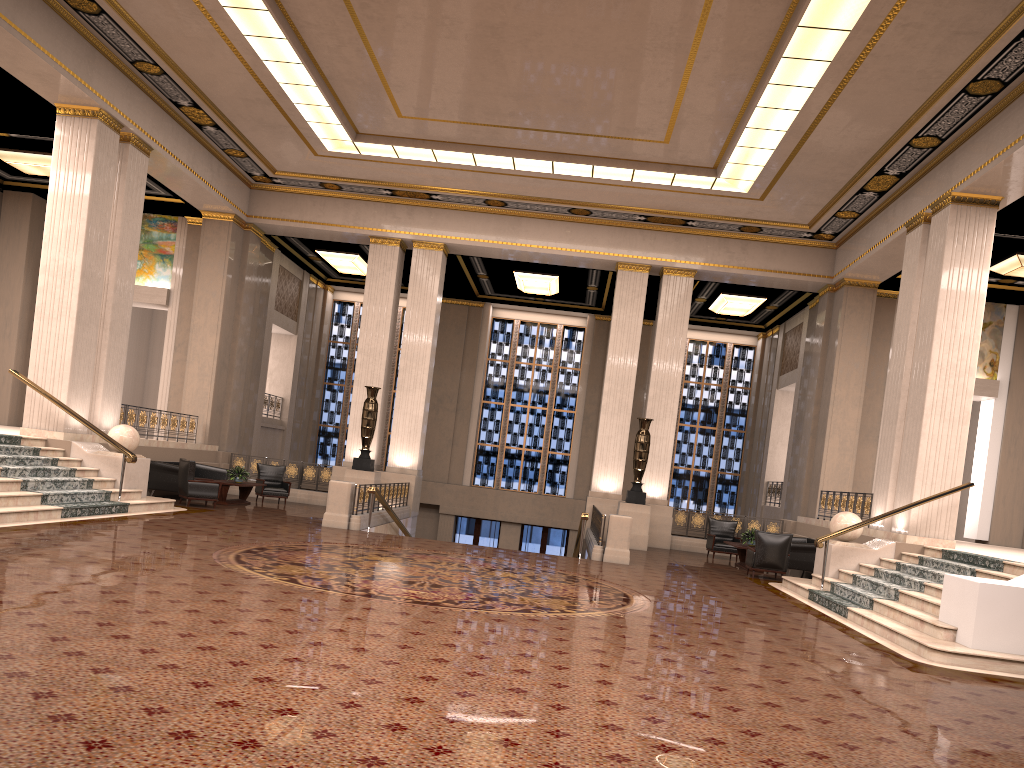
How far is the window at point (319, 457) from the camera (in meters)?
27.99

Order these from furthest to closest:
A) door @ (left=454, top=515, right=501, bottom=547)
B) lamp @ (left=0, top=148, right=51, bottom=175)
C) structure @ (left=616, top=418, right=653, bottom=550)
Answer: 1. door @ (left=454, top=515, right=501, bottom=547)
2. structure @ (left=616, top=418, right=653, bottom=550)
3. lamp @ (left=0, top=148, right=51, bottom=175)

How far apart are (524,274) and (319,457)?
9.51m

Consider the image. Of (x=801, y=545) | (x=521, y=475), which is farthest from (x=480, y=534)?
(x=801, y=545)

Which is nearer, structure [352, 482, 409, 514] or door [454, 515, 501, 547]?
structure [352, 482, 409, 514]

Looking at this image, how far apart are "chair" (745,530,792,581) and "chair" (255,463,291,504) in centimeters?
988cm

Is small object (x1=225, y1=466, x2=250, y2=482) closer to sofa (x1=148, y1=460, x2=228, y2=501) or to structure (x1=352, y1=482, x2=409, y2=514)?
sofa (x1=148, y1=460, x2=228, y2=501)

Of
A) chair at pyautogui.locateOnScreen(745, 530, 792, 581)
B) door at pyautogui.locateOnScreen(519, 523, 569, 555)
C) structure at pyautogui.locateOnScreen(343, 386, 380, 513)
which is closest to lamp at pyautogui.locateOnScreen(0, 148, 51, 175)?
structure at pyautogui.locateOnScreen(343, 386, 380, 513)

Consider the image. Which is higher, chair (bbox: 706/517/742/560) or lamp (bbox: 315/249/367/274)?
lamp (bbox: 315/249/367/274)

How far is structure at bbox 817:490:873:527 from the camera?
16.1m
